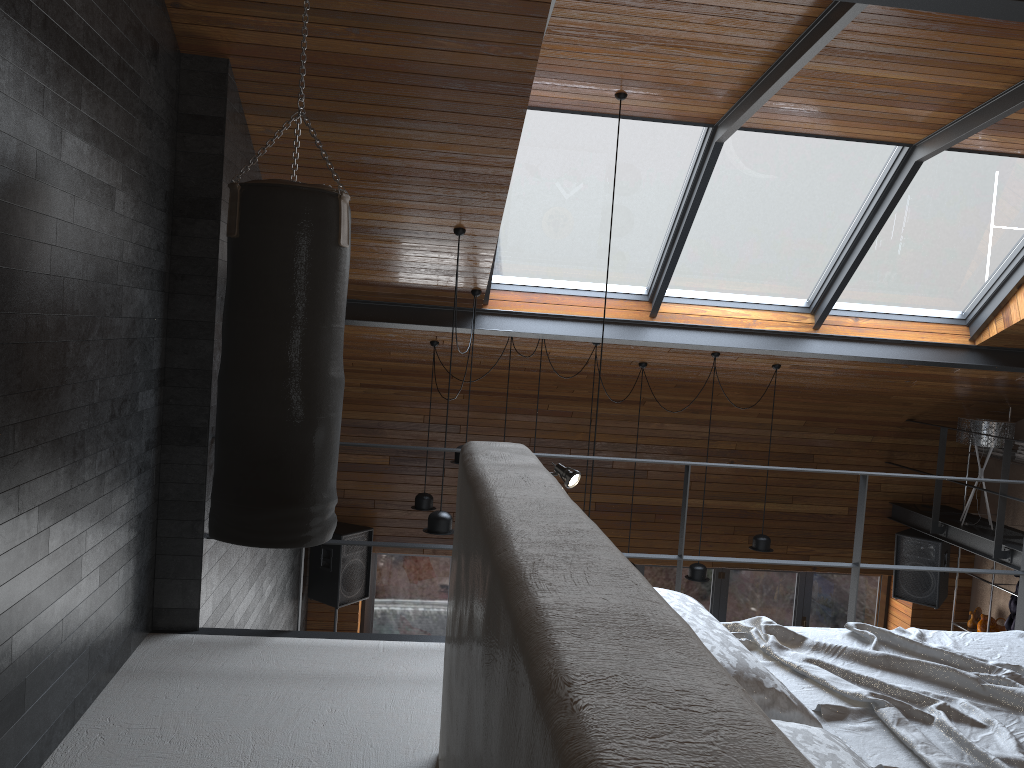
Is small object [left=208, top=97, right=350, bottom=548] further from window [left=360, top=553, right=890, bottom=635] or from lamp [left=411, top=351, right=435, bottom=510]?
window [left=360, top=553, right=890, bottom=635]

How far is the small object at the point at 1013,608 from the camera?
8.5m

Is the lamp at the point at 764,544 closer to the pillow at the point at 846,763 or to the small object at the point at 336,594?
the small object at the point at 336,594

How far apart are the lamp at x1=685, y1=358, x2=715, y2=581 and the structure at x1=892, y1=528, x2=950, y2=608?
2.8m

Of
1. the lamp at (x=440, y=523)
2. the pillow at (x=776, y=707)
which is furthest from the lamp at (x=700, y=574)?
the pillow at (x=776, y=707)

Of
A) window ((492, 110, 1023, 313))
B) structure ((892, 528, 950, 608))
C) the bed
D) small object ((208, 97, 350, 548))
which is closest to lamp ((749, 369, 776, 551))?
window ((492, 110, 1023, 313))

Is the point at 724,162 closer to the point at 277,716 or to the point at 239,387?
the point at 239,387

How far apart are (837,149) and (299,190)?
4.1 meters

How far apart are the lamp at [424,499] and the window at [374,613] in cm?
222

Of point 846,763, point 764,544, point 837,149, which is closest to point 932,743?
point 846,763
